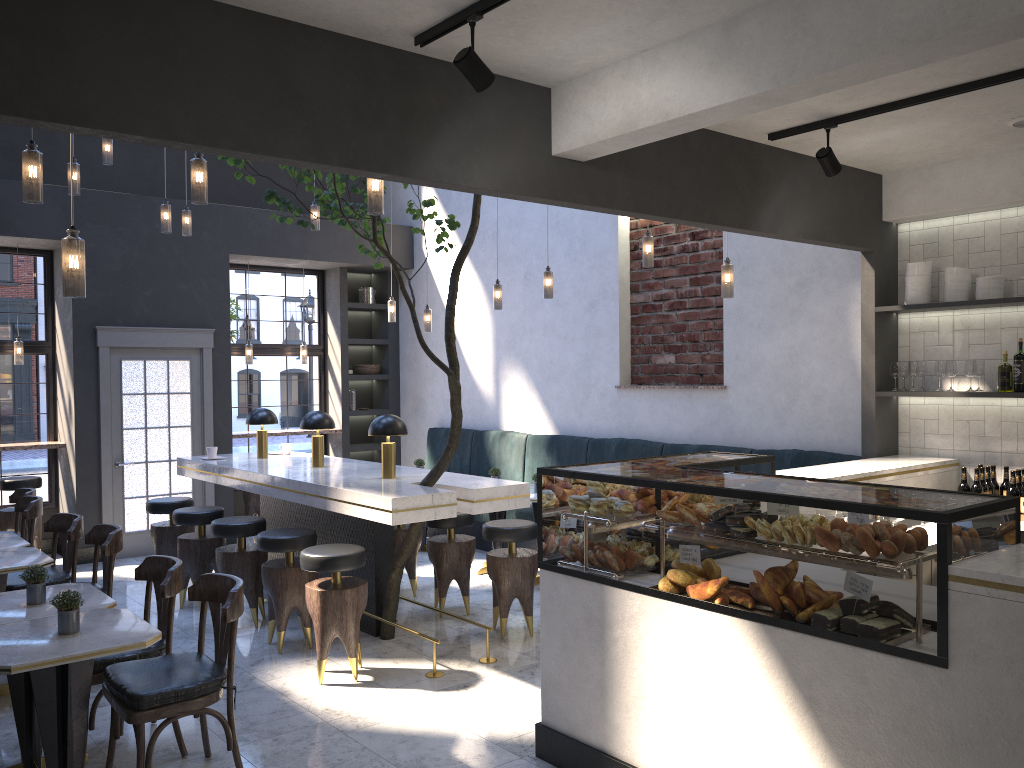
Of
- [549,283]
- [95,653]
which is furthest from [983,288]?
[95,653]

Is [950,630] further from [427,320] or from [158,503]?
[427,320]

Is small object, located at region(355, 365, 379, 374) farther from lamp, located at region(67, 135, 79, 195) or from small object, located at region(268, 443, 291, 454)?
lamp, located at region(67, 135, 79, 195)

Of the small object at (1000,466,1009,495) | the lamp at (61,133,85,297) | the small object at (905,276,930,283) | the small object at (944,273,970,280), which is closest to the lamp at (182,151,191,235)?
the lamp at (61,133,85,297)

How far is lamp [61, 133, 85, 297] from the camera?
3.29m

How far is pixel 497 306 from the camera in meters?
7.8

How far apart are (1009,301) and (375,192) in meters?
3.7 m

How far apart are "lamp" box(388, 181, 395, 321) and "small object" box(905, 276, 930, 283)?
5.1 meters

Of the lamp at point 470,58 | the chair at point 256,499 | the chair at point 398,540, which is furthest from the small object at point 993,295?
the chair at point 256,499

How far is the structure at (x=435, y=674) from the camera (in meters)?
5.06
